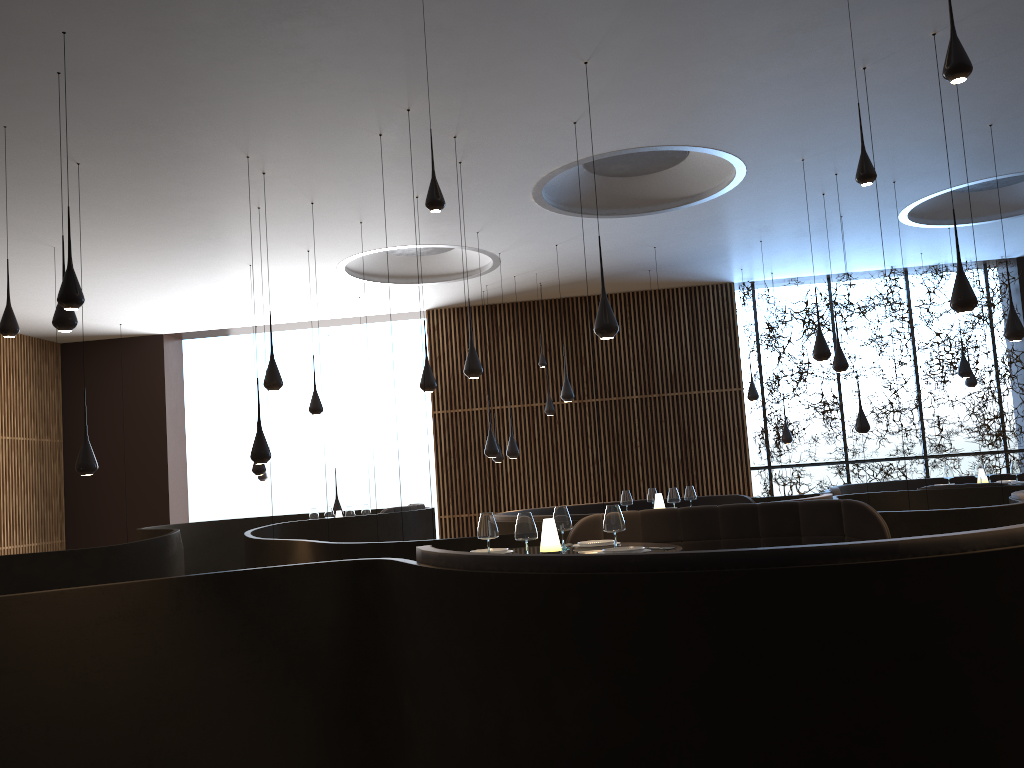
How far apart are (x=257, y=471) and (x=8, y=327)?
6.3m

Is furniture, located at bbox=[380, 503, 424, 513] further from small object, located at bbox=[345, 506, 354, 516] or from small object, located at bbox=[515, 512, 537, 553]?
small object, located at bbox=[515, 512, 537, 553]

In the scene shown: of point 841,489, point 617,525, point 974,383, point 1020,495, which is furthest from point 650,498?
point 974,383

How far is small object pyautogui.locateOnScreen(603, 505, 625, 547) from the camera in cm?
558

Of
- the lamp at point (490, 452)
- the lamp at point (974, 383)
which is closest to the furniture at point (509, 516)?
the lamp at point (490, 452)

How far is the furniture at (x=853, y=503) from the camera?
6.83m

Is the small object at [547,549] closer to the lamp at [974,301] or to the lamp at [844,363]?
the lamp at [974,301]

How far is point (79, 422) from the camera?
17.2m

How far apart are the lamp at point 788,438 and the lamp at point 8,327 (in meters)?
12.03

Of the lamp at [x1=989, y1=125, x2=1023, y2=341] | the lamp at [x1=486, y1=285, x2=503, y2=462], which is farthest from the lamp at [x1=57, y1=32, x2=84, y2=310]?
the lamp at [x1=486, y1=285, x2=503, y2=462]
